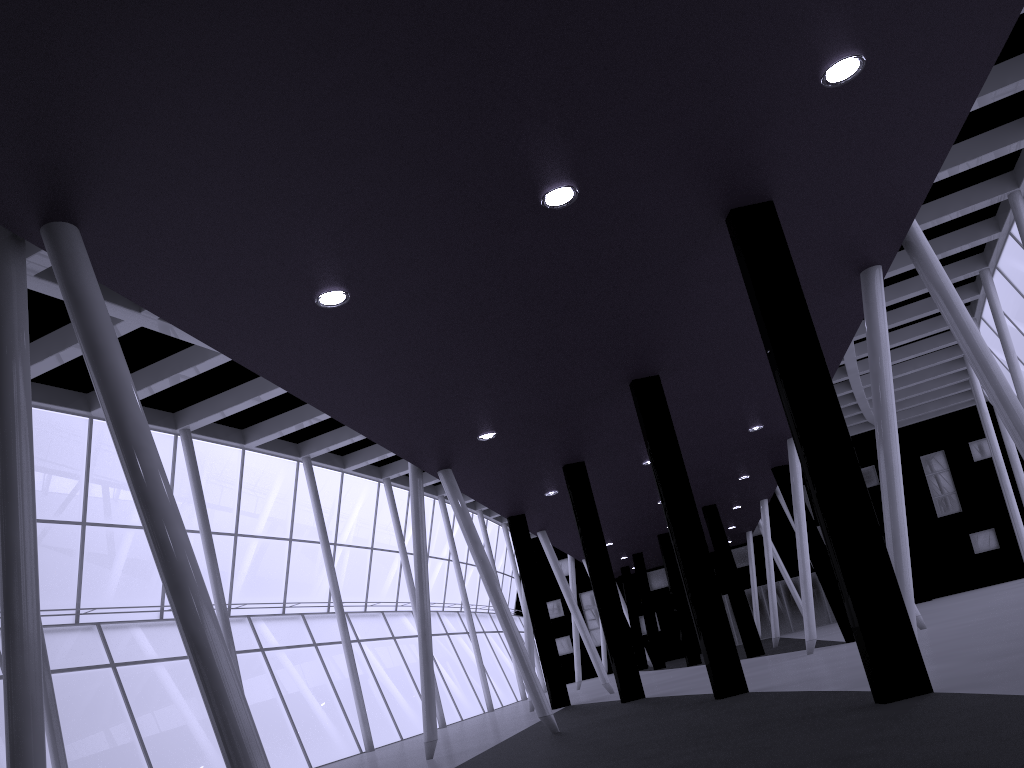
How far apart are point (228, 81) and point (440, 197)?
3.6m

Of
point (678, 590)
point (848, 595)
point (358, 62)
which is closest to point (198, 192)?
point (358, 62)
